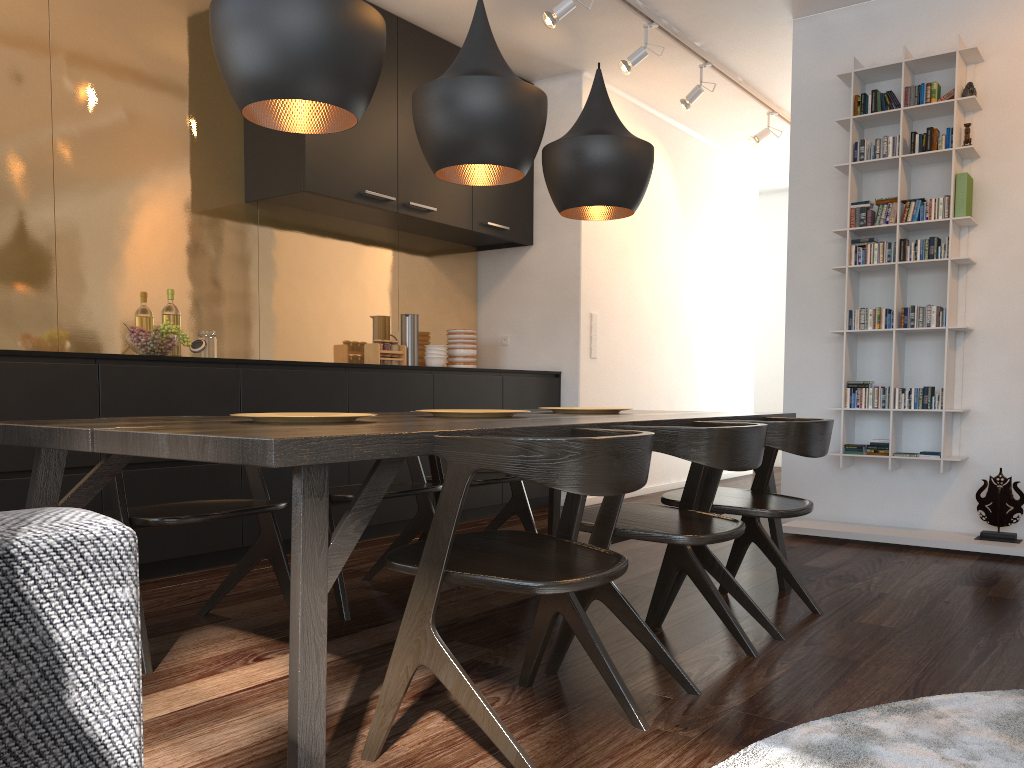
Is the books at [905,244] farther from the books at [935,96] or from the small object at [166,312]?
the small object at [166,312]

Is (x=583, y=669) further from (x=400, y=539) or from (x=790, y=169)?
(x=790, y=169)

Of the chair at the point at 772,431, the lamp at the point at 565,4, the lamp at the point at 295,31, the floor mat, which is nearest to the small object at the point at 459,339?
the lamp at the point at 565,4

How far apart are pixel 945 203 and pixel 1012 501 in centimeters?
146cm

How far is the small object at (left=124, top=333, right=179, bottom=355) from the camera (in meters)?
3.64

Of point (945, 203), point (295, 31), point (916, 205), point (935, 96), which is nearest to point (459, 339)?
point (916, 205)

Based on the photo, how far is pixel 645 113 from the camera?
6.5 meters

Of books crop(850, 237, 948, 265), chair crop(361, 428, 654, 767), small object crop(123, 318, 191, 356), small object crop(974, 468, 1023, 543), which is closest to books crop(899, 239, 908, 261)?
books crop(850, 237, 948, 265)

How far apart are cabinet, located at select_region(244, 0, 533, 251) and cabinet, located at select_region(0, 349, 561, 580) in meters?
0.9 m

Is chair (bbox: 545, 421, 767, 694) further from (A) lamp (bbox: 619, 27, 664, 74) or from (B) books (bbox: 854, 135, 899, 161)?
(A) lamp (bbox: 619, 27, 664, 74)
